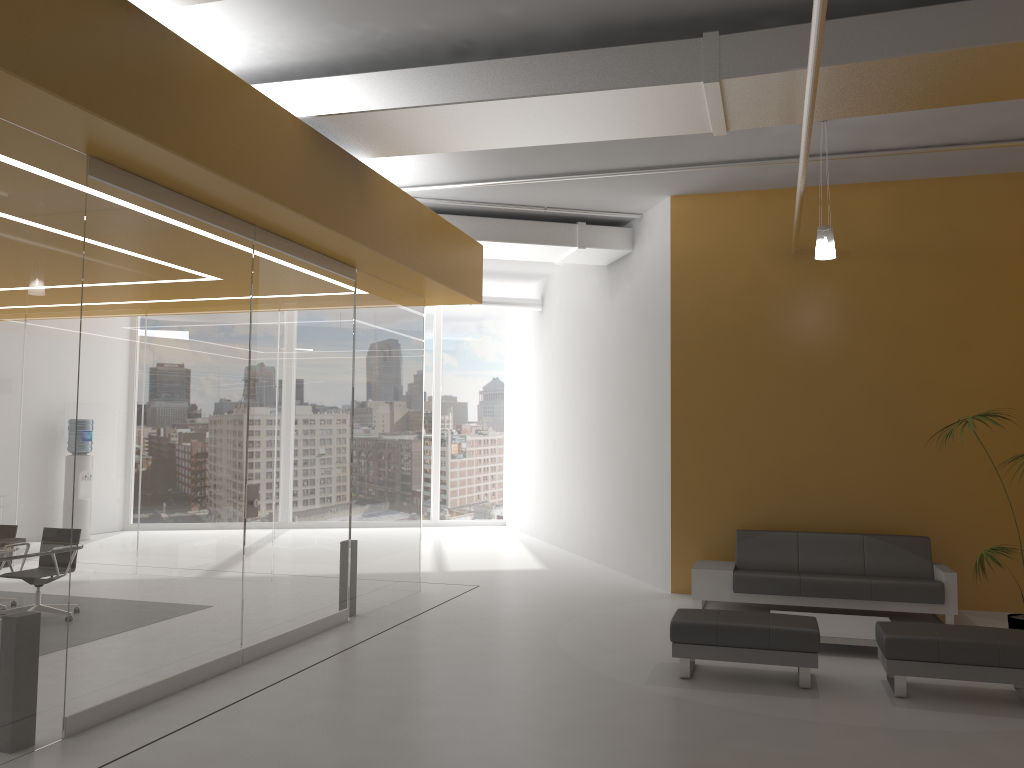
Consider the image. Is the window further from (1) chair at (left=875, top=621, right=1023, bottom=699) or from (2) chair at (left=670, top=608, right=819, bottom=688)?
(1) chair at (left=875, top=621, right=1023, bottom=699)

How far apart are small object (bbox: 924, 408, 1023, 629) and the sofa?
1.05m

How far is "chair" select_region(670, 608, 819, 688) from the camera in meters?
6.0 m

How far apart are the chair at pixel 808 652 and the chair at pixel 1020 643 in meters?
0.4 m

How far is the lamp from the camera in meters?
7.6 m

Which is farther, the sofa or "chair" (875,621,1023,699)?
the sofa

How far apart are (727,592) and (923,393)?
2.99m

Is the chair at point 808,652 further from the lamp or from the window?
the window

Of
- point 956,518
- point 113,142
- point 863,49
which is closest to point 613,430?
point 956,518

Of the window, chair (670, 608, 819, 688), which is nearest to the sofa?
chair (670, 608, 819, 688)
